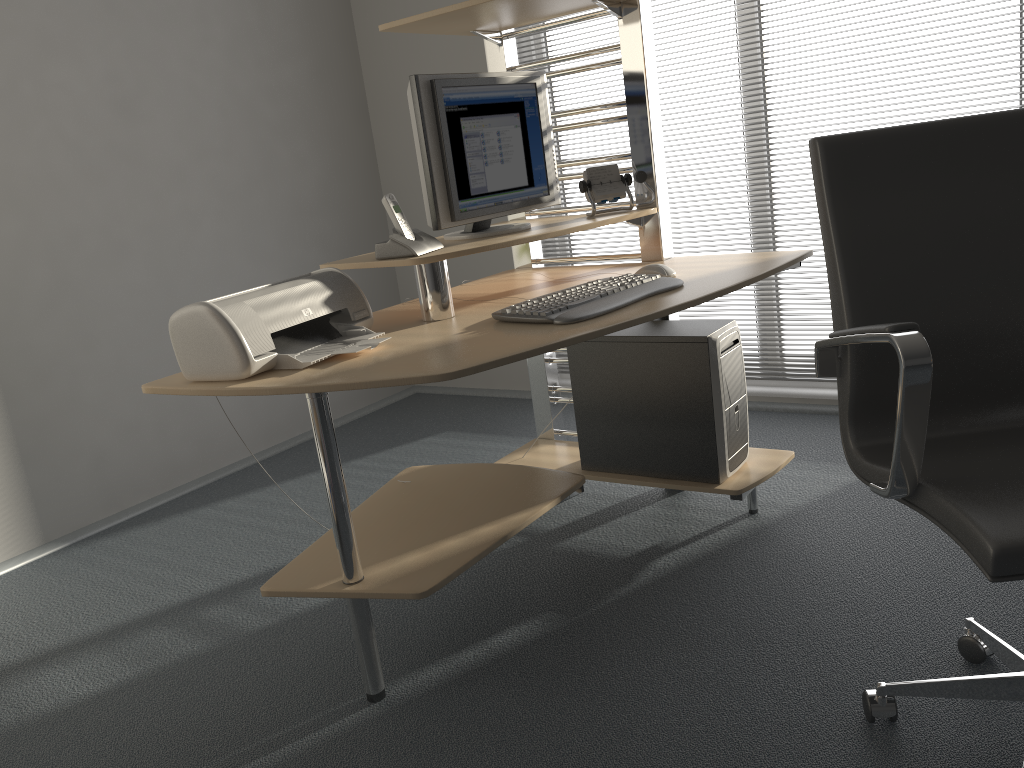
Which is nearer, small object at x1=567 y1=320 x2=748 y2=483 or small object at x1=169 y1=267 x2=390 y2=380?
small object at x1=169 y1=267 x2=390 y2=380

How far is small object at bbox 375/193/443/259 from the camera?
2.1m

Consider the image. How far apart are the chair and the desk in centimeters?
38cm

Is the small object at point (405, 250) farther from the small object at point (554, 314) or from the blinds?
the blinds

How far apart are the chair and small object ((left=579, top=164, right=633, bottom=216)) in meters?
1.0

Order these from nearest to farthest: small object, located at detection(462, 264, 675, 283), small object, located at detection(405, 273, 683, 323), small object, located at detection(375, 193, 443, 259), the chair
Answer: the chair
small object, located at detection(405, 273, 683, 323)
small object, located at detection(375, 193, 443, 259)
small object, located at detection(462, 264, 675, 283)

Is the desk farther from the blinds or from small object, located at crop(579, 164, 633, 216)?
the blinds

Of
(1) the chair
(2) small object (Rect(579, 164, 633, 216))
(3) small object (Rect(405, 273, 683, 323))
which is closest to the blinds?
(2) small object (Rect(579, 164, 633, 216))

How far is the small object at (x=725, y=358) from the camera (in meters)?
2.40

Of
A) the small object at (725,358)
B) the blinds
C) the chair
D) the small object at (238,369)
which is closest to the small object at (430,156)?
the small object at (238,369)
